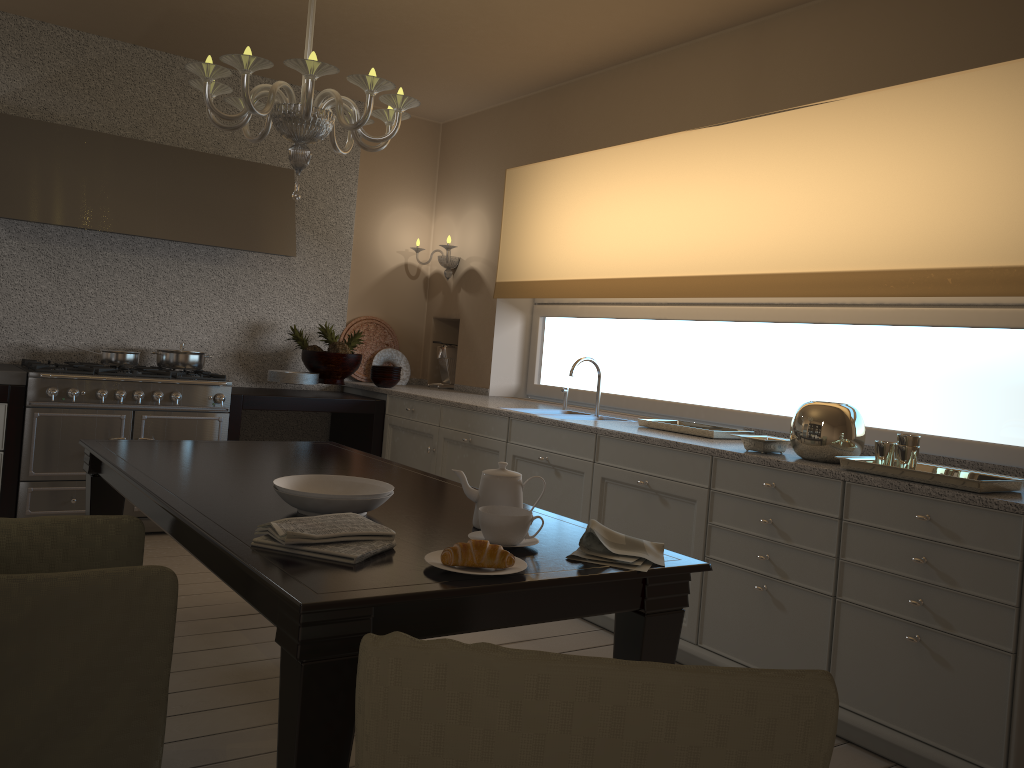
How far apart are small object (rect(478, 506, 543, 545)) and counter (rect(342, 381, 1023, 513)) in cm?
119

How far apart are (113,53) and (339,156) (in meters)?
1.36

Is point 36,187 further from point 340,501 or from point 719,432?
point 719,432

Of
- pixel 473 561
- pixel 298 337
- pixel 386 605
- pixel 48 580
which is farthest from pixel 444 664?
pixel 298 337

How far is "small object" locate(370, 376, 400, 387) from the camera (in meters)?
5.19

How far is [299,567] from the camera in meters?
1.6 m

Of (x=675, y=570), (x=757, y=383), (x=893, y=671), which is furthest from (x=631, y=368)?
(x=675, y=570)

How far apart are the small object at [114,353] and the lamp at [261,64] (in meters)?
2.22

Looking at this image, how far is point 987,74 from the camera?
3.0m

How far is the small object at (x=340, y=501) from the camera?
2.0 meters
